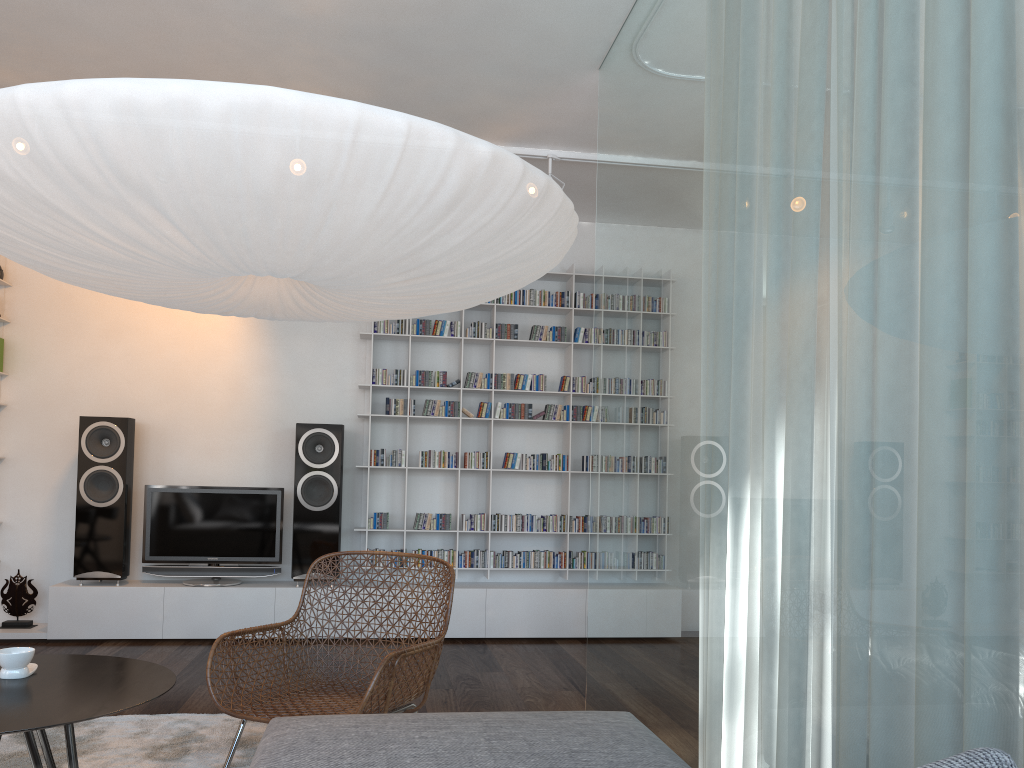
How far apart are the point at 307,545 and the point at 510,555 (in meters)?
1.27

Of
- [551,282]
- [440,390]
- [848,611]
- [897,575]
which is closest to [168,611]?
[440,390]

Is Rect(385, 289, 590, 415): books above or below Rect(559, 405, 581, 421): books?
above

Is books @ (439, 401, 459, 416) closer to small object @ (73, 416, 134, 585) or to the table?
small object @ (73, 416, 134, 585)

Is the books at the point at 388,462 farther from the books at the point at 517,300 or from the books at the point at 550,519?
the books at the point at 517,300

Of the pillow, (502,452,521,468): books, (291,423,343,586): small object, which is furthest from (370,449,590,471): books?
the pillow

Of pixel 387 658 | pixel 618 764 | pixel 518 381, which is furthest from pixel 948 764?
pixel 518 381

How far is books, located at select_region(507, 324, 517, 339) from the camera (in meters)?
5.79

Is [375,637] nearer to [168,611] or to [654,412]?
[168,611]

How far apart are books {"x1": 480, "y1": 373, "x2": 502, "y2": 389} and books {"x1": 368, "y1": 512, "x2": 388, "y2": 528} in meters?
1.0
